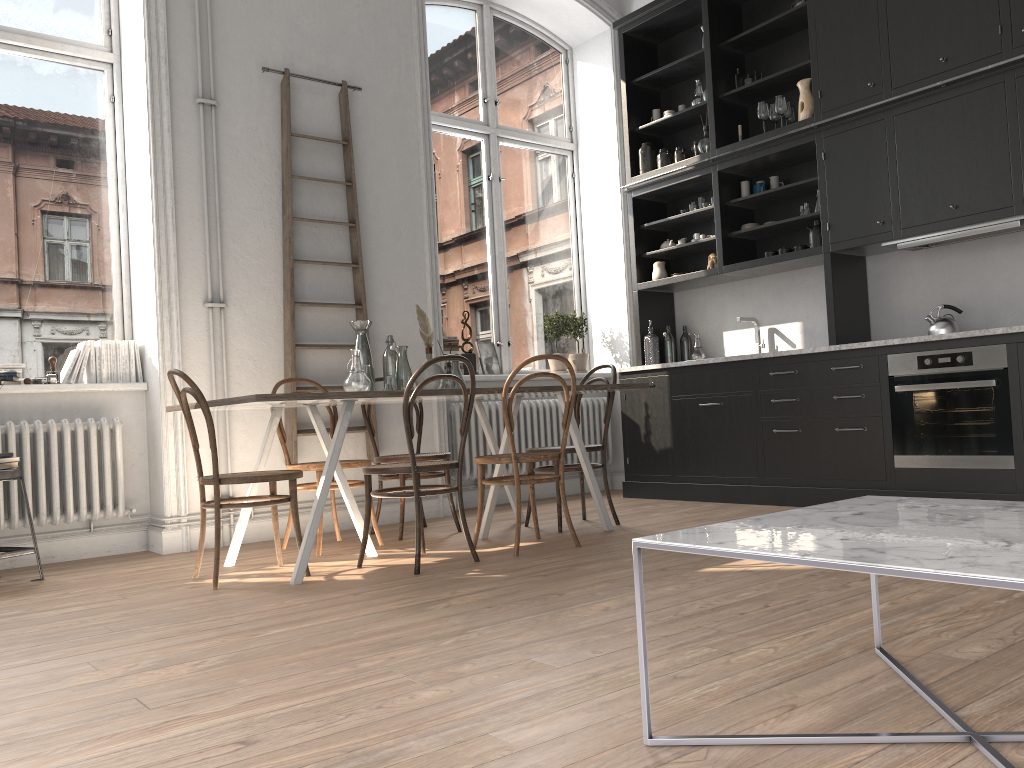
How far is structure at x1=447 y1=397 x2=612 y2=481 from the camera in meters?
6.2 m

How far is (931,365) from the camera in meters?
4.7

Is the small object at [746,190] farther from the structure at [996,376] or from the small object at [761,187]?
the structure at [996,376]

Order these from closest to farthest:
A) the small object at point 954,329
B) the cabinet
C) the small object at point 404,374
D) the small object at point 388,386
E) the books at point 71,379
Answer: the small object at point 388,386 < the small object at point 404,374 < the cabinet < the books at point 71,379 < the small object at point 954,329

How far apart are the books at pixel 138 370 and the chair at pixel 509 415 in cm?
210

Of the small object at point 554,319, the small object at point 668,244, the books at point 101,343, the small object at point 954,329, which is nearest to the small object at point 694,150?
the small object at point 668,244

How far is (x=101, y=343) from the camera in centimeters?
489cm

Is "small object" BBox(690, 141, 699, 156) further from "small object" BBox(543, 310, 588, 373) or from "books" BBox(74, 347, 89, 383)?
"books" BBox(74, 347, 89, 383)

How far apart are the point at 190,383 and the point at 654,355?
3.7 meters

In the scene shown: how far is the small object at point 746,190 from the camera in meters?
6.1 m
